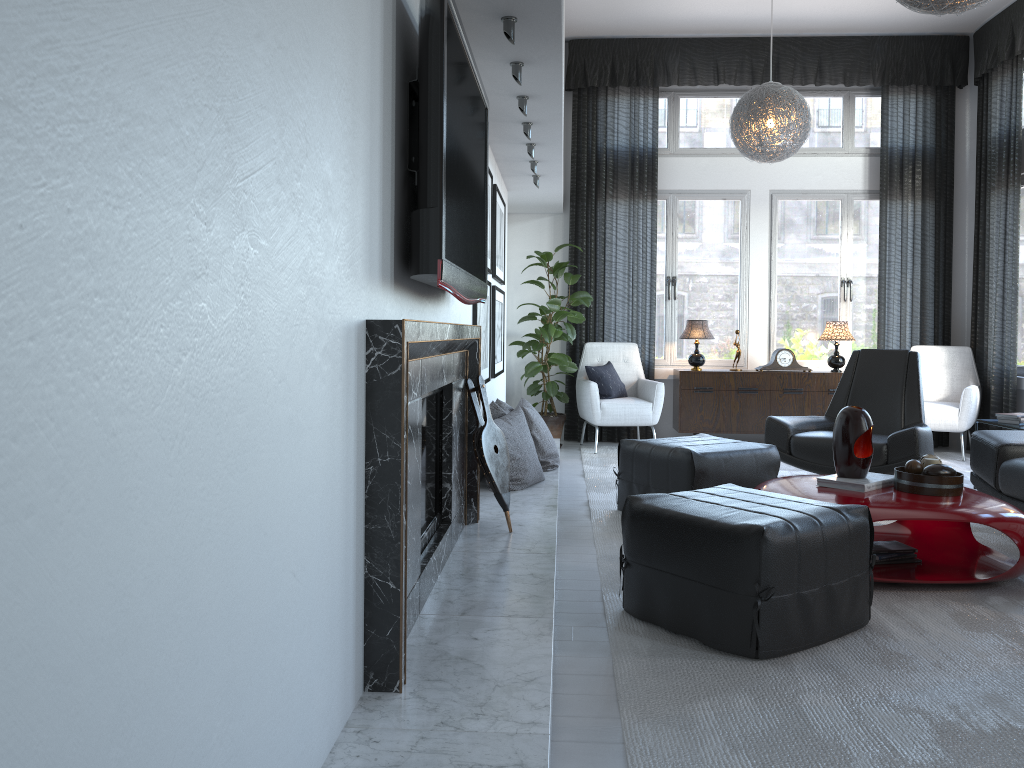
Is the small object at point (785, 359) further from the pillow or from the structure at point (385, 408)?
the structure at point (385, 408)

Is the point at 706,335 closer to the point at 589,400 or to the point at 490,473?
the point at 589,400

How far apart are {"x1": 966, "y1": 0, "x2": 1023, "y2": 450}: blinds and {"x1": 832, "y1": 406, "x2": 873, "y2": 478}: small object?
3.5m

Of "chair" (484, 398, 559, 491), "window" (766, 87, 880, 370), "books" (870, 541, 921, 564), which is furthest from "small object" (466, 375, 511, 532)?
"window" (766, 87, 880, 370)

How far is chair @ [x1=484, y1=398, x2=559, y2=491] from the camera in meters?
4.2 m

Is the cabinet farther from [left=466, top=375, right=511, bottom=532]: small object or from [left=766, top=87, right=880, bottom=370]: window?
[left=466, top=375, right=511, bottom=532]: small object

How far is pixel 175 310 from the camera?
0.9m

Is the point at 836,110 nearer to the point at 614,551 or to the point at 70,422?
the point at 614,551

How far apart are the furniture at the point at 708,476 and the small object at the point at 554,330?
2.1m

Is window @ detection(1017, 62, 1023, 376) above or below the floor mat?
above
